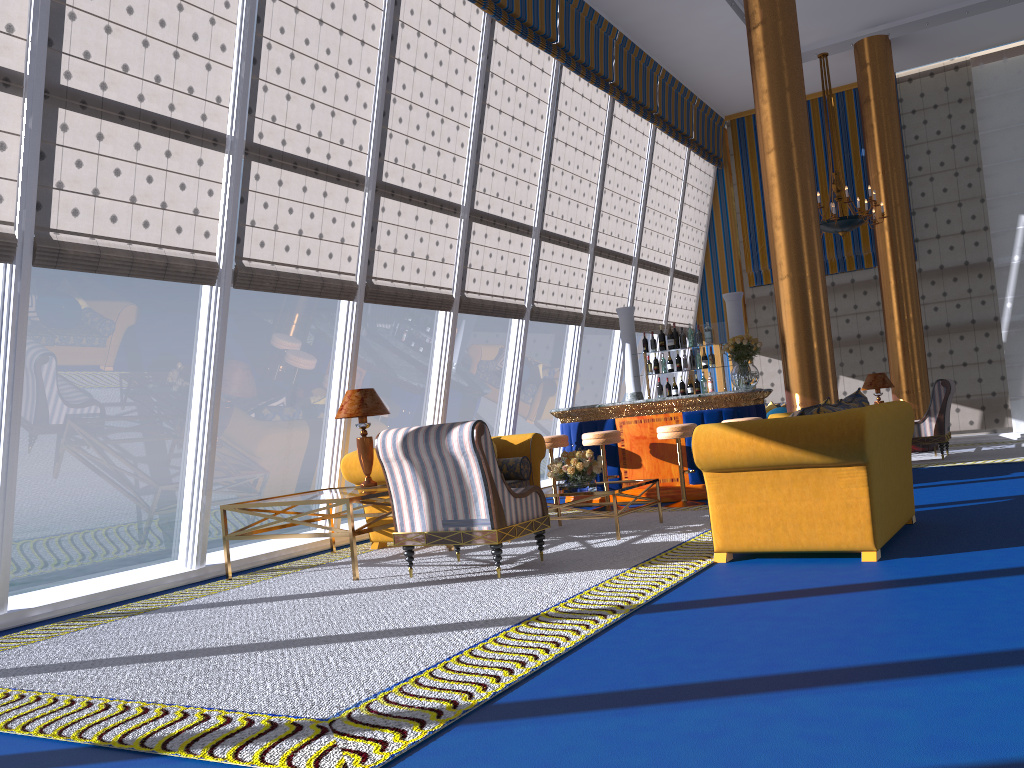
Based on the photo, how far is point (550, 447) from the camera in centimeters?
904cm

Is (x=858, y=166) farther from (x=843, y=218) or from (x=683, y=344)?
(x=683, y=344)

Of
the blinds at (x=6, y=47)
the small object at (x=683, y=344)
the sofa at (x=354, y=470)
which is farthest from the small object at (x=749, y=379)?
the blinds at (x=6, y=47)

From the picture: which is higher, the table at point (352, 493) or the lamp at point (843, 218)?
the lamp at point (843, 218)

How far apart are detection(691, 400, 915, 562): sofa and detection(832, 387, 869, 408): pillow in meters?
0.2

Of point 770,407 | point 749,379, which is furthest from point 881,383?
point 749,379

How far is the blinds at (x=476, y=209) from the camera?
9.3m

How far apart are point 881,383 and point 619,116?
5.07m

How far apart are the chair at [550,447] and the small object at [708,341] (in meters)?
2.18

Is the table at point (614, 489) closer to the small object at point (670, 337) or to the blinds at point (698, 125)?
the small object at point (670, 337)
